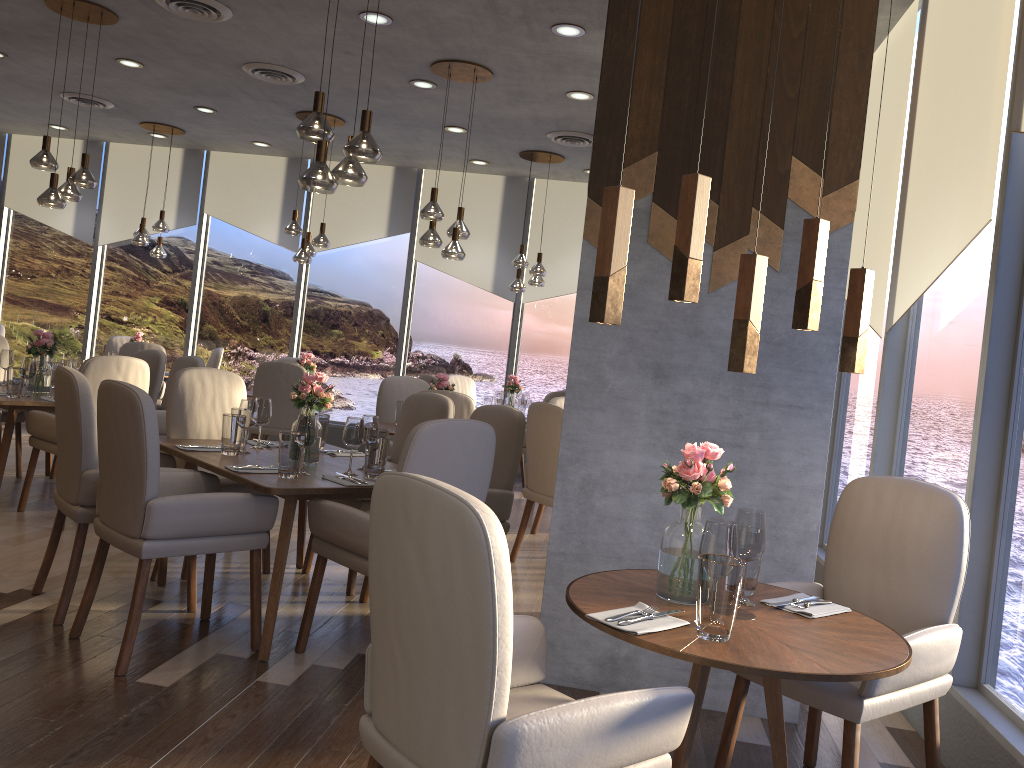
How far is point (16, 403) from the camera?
5.1m

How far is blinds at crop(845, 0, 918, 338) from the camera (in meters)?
4.47

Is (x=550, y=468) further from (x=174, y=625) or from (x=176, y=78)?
(x=176, y=78)

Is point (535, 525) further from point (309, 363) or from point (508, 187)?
point (508, 187)

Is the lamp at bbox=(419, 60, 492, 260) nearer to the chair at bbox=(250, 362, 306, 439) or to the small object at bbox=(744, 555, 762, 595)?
the chair at bbox=(250, 362, 306, 439)

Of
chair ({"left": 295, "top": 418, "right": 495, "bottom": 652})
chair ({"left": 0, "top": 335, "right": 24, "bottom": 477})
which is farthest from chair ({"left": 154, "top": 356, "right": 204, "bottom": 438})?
chair ({"left": 295, "top": 418, "right": 495, "bottom": 652})

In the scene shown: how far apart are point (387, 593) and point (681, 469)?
0.9m

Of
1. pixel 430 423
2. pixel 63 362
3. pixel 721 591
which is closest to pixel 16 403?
pixel 63 362

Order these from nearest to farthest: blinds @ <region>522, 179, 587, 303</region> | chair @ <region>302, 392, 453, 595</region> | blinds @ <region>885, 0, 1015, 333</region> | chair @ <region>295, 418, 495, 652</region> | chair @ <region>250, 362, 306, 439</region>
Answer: chair @ <region>295, 418, 495, 652</region>
blinds @ <region>885, 0, 1015, 333</region>
chair @ <region>302, 392, 453, 595</region>
chair @ <region>250, 362, 306, 439</region>
blinds @ <region>522, 179, 587, 303</region>

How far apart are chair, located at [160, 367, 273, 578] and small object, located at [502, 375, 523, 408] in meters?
3.8 m
